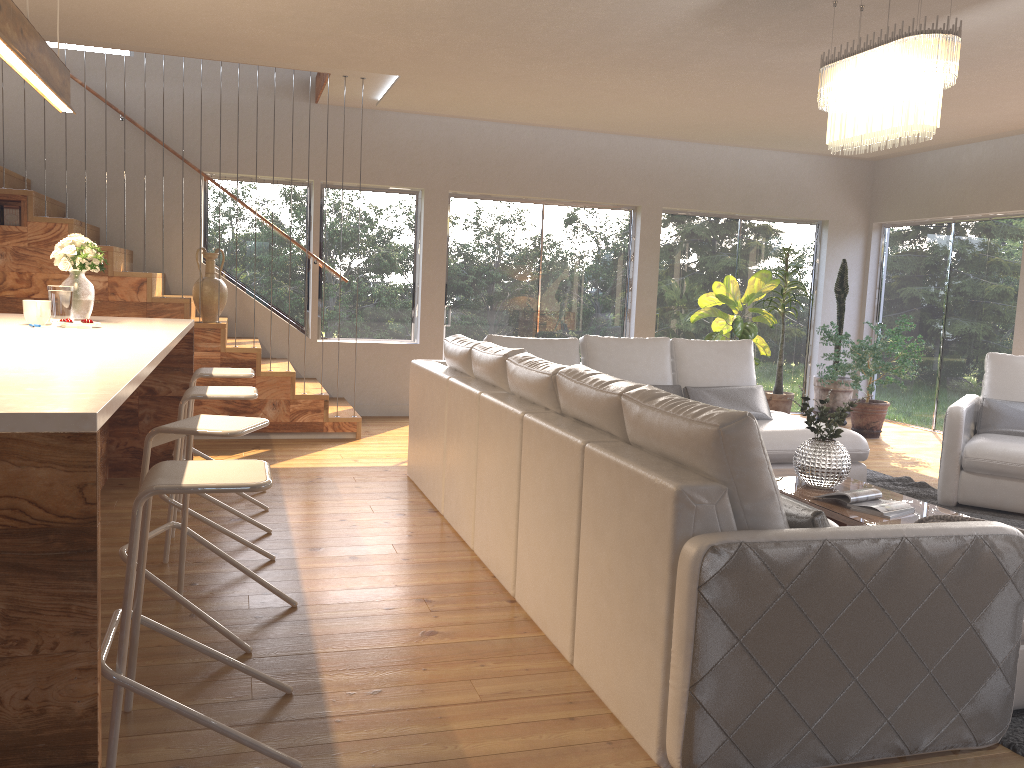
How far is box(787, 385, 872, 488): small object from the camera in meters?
4.4 m

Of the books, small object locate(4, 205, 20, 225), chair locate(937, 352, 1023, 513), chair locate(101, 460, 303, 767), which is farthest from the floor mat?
small object locate(4, 205, 20, 225)

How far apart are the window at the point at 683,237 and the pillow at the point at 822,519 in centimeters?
674cm

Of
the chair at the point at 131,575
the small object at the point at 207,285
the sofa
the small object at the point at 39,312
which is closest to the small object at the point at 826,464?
the sofa

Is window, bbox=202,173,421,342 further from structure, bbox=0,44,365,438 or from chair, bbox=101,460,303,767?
chair, bbox=101,460,303,767

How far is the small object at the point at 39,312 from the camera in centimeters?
Result: 412cm

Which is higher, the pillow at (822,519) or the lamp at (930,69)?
the lamp at (930,69)

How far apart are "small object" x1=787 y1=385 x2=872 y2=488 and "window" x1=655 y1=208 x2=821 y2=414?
4.6 meters

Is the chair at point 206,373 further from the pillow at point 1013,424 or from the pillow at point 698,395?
the pillow at point 1013,424

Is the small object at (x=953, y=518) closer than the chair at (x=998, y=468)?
Yes
